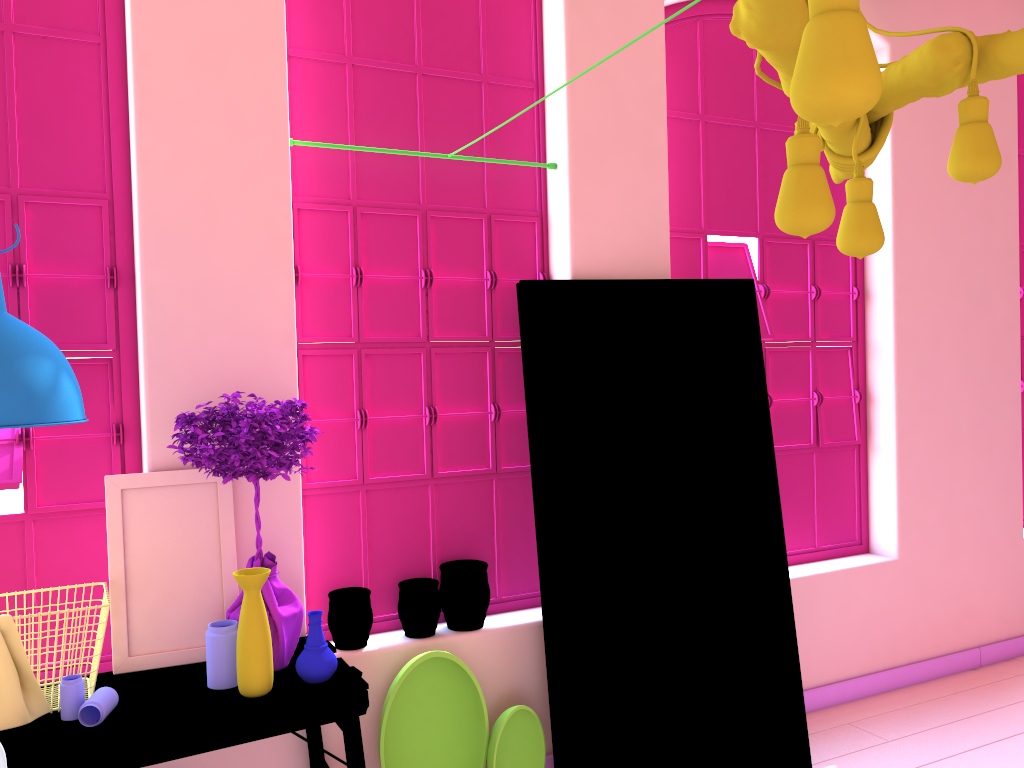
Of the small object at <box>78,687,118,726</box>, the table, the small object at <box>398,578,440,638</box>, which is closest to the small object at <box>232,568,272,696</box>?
the table

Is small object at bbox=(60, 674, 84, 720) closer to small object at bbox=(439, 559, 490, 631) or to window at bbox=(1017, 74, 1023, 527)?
small object at bbox=(439, 559, 490, 631)

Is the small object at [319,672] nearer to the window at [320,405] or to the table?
the table

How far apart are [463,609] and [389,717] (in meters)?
0.52

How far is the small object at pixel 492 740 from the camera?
3.5m

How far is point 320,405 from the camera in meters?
3.7

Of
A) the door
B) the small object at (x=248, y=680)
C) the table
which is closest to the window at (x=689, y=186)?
the door

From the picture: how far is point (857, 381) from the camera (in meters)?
5.04

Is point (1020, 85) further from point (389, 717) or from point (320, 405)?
point (389, 717)

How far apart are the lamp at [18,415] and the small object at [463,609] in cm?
172
